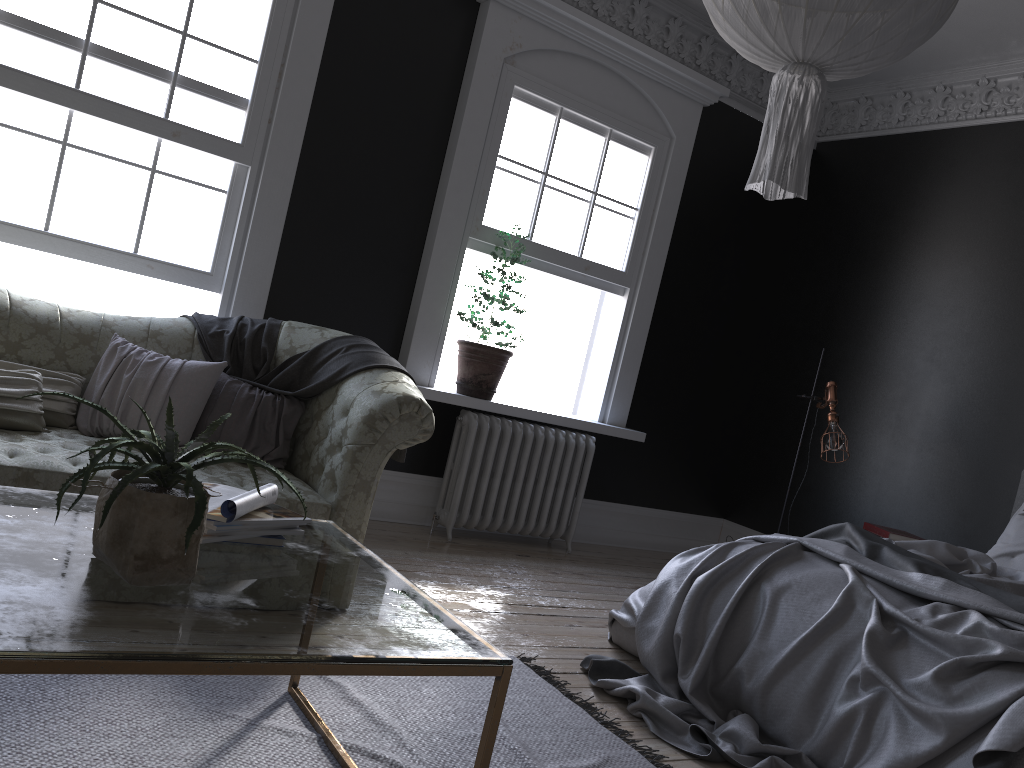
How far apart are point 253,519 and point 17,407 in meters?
1.9

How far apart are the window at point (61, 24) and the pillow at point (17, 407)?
0.97m

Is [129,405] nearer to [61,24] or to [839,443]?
[61,24]

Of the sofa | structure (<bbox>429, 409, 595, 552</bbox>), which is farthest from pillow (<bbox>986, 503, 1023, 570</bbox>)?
the sofa

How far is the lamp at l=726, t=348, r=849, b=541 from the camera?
5.7 meters

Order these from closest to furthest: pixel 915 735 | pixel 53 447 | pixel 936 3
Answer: pixel 936 3 → pixel 915 735 → pixel 53 447

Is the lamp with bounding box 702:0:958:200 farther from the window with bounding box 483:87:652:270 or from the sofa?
the window with bounding box 483:87:652:270

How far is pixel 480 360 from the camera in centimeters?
560cm

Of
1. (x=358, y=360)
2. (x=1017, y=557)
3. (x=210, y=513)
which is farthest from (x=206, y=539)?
(x=1017, y=557)

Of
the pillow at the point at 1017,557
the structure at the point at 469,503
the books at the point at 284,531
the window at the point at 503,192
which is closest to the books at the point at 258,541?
the books at the point at 284,531
